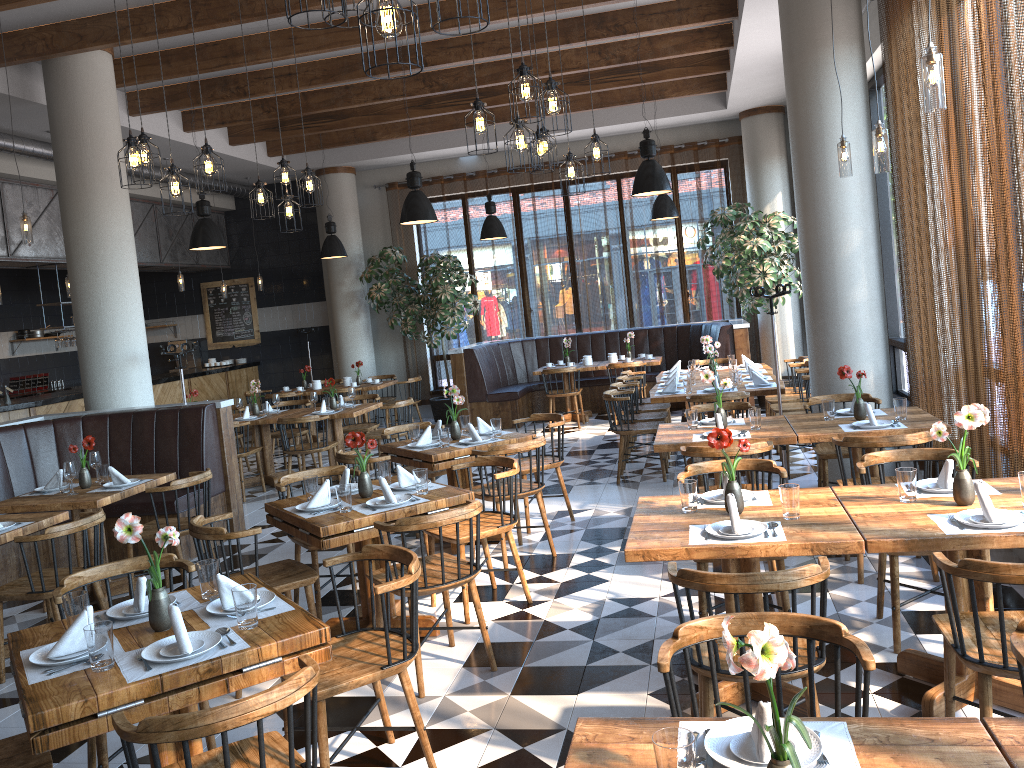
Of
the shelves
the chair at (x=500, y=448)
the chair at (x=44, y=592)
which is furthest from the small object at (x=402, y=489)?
the shelves

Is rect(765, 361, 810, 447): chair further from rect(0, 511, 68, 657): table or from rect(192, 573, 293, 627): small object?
rect(192, 573, 293, 627): small object

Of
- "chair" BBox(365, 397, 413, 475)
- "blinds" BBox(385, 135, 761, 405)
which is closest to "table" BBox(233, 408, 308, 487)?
"chair" BBox(365, 397, 413, 475)

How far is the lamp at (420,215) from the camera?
8.5m

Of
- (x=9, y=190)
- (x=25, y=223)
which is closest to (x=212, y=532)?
(x=25, y=223)

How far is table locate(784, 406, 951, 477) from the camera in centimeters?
526cm

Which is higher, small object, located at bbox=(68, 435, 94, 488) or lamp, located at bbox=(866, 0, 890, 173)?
lamp, located at bbox=(866, 0, 890, 173)

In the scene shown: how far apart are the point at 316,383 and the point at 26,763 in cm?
1012

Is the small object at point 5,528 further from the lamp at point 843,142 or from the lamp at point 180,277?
the lamp at point 180,277

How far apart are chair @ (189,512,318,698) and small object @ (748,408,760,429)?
2.9m
